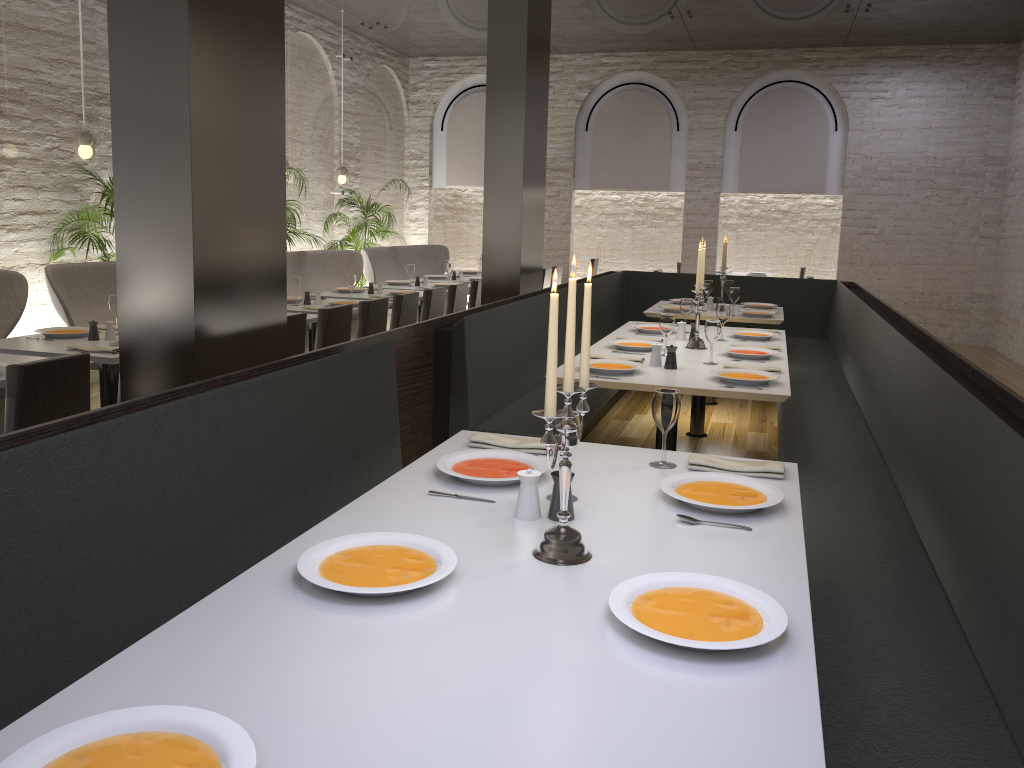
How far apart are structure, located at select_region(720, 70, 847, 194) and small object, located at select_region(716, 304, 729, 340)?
7.4 meters

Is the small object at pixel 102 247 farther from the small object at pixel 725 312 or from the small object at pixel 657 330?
the small object at pixel 725 312

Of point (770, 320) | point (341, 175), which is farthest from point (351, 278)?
point (341, 175)

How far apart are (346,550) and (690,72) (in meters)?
11.65

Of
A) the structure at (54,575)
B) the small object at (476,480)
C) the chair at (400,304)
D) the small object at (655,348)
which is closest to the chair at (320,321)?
the chair at (400,304)

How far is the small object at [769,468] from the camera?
2.6m

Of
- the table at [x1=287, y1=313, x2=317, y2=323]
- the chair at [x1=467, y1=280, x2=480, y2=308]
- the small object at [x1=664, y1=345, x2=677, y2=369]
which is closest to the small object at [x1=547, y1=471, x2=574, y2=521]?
the small object at [x1=664, y1=345, x2=677, y2=369]

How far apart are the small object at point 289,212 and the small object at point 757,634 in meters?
7.6

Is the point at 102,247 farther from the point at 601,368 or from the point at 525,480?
the point at 525,480

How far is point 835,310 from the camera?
7.98m
